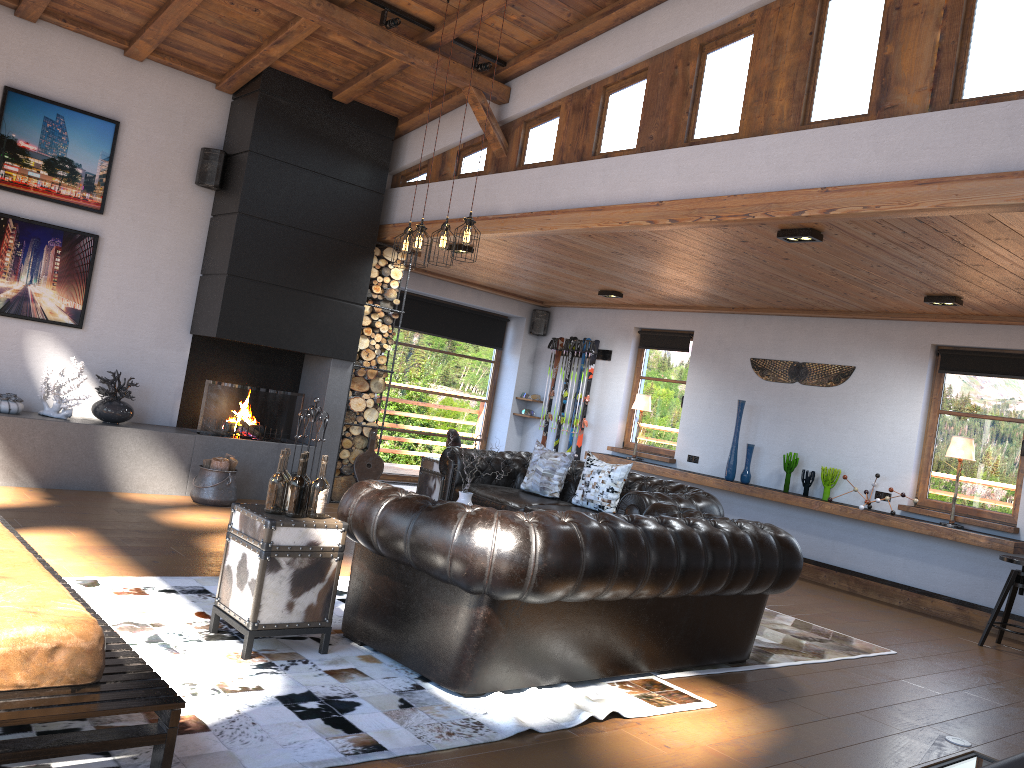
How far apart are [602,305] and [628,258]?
3.5m

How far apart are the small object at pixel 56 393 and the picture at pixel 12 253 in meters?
0.5

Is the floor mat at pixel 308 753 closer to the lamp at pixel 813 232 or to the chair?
the lamp at pixel 813 232

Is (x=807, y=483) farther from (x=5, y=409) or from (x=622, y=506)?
(x=5, y=409)

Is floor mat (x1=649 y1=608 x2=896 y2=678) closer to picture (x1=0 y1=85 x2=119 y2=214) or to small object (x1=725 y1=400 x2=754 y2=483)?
small object (x1=725 y1=400 x2=754 y2=483)

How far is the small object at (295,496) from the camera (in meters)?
3.98

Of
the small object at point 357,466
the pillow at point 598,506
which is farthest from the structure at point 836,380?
the small object at point 357,466

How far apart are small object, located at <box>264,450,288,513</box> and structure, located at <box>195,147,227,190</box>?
4.9 meters

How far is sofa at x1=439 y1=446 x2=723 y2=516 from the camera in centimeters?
641cm

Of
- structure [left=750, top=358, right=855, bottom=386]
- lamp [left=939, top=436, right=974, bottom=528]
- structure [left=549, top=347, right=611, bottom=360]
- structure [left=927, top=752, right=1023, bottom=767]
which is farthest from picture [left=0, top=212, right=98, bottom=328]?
lamp [left=939, top=436, right=974, bottom=528]
